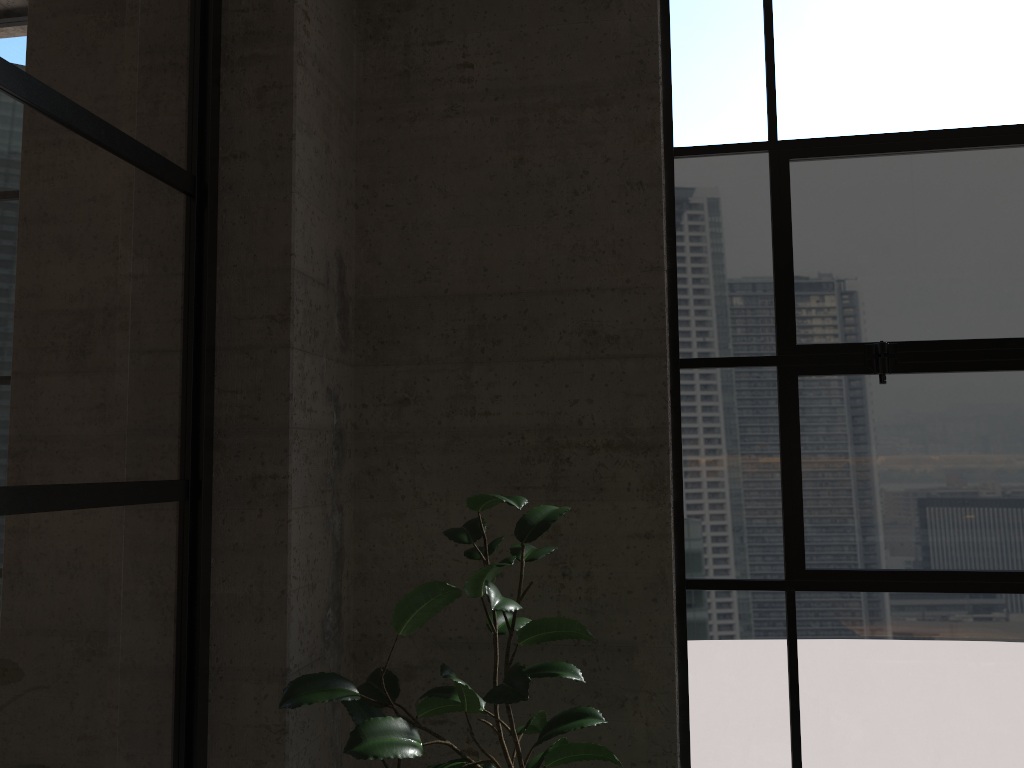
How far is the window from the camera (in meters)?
2.39

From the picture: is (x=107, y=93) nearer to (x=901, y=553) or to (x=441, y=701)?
(x=441, y=701)

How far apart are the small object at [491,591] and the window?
0.5 meters

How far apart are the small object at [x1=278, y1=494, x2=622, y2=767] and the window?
0.48m

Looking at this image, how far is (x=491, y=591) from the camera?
1.8m

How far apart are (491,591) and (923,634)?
1.32m

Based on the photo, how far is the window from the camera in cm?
239

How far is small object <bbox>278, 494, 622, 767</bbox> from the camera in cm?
179

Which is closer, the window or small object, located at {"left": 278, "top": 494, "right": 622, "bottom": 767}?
small object, located at {"left": 278, "top": 494, "right": 622, "bottom": 767}
